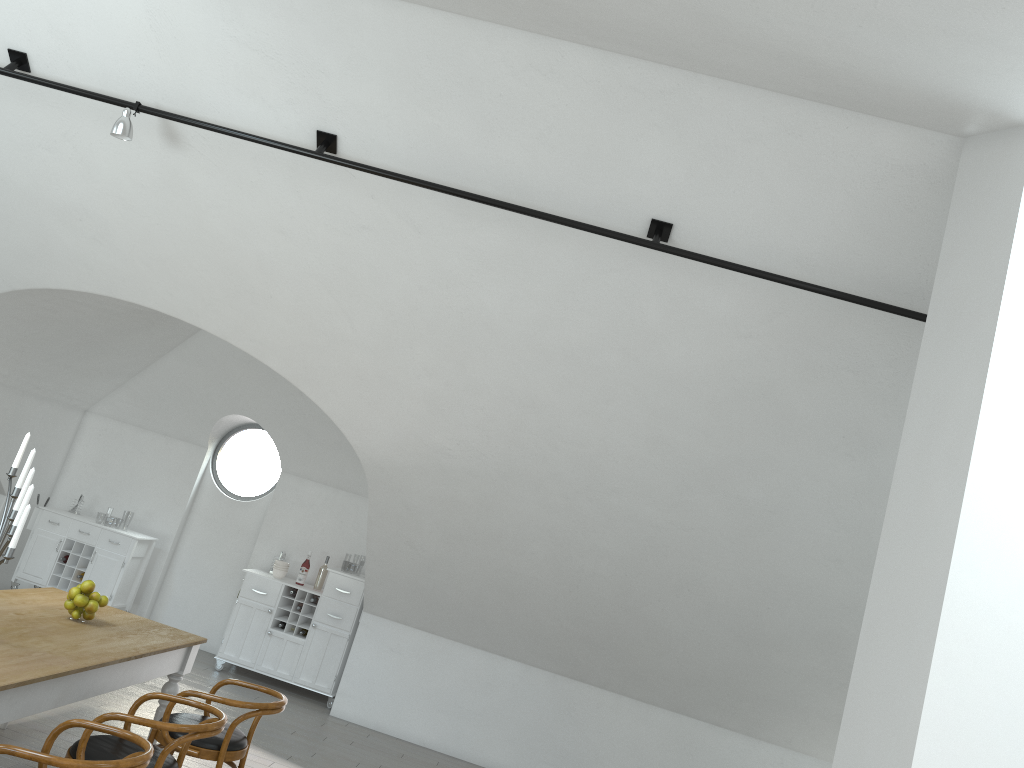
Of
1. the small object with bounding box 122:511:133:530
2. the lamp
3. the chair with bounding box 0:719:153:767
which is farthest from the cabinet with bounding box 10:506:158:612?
the small object with bounding box 122:511:133:530

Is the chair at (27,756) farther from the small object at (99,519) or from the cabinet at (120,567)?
the small object at (99,519)

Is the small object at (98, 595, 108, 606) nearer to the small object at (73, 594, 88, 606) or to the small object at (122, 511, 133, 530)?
the small object at (73, 594, 88, 606)

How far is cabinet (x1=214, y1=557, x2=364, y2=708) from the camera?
8.1m

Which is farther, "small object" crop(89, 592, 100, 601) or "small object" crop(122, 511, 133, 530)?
"small object" crop(122, 511, 133, 530)

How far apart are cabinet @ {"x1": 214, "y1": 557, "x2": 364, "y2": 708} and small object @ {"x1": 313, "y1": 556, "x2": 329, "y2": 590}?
0.1 meters

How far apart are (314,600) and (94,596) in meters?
3.7 m

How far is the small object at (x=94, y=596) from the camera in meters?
4.7

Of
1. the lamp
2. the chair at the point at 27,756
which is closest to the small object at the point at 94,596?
the chair at the point at 27,756

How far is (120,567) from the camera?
8.19m
